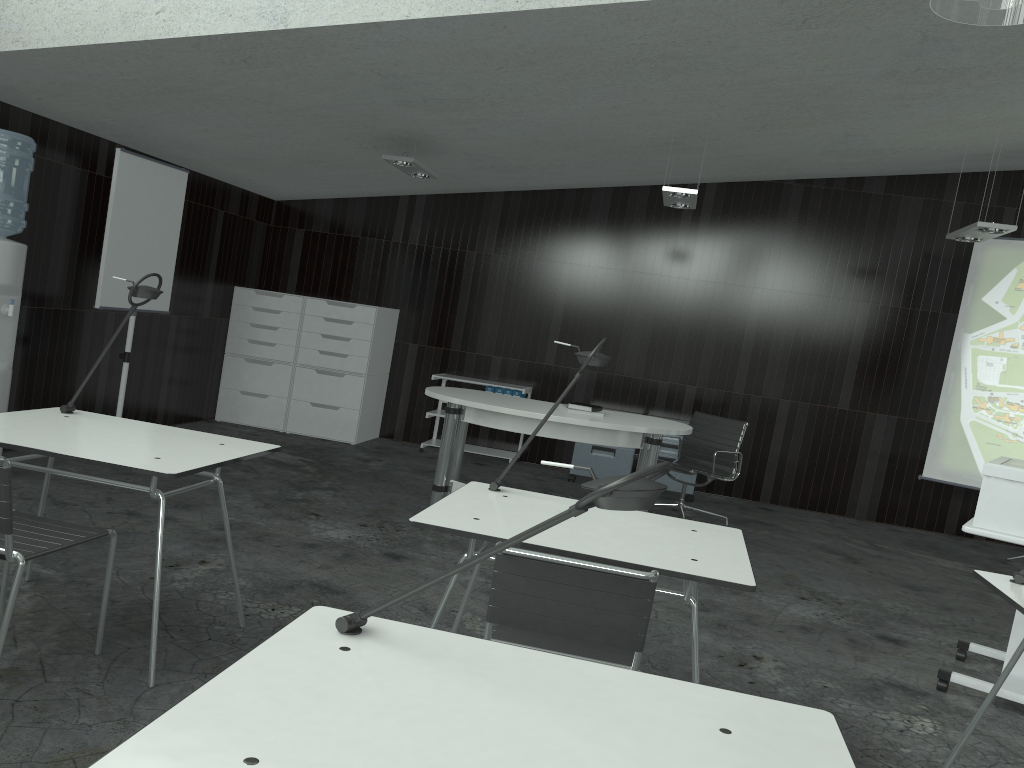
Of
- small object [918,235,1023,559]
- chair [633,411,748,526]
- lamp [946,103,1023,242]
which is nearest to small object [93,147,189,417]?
chair [633,411,748,526]

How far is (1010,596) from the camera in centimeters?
244cm

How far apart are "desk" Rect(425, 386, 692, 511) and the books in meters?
0.1

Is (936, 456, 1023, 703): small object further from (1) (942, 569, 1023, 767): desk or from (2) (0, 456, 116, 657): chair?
(2) (0, 456, 116, 657): chair

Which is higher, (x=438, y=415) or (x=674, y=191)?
(x=674, y=191)

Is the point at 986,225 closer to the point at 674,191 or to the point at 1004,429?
the point at 674,191

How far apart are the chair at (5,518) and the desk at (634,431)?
2.38m

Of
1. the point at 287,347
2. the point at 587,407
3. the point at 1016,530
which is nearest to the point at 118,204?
the point at 287,347

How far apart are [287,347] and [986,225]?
5.23m

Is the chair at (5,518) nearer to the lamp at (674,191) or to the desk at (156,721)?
the desk at (156,721)
